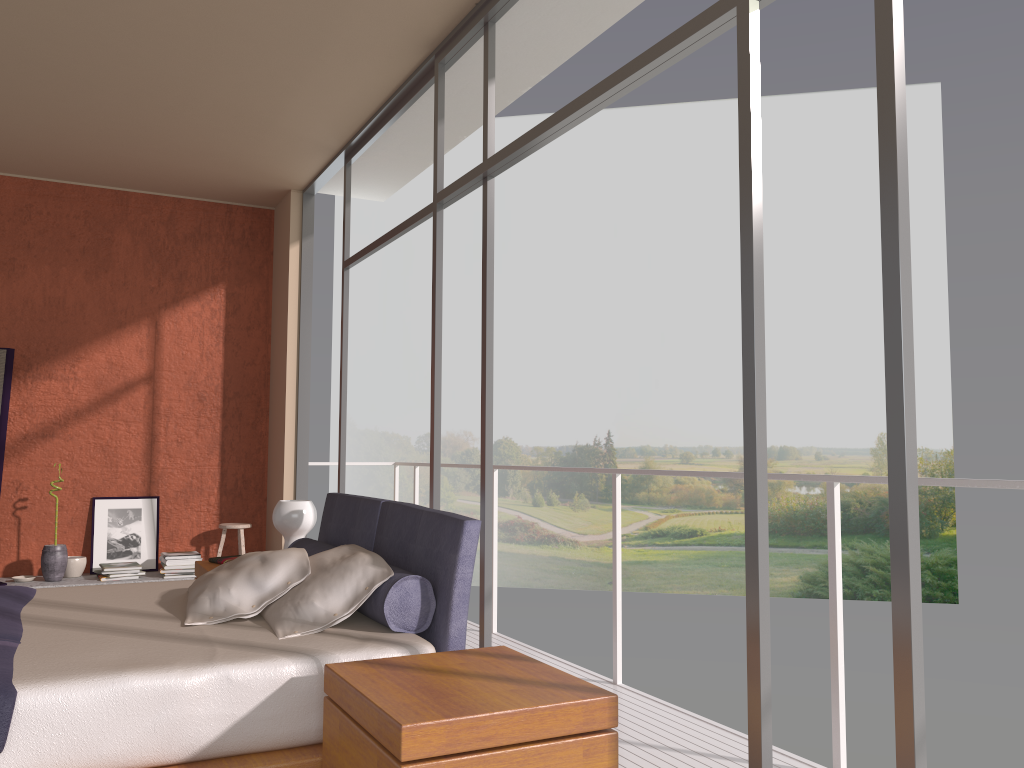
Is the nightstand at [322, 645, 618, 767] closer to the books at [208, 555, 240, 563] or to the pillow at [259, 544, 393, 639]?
the pillow at [259, 544, 393, 639]

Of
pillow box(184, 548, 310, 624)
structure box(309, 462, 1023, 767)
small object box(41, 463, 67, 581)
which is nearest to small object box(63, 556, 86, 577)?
small object box(41, 463, 67, 581)

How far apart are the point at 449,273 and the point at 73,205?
17.9m

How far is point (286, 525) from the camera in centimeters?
448cm

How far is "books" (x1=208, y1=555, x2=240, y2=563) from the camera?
4.66m

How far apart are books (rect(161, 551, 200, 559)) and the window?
1.40m

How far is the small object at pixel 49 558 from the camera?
6.01m

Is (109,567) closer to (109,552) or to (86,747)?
(109,552)

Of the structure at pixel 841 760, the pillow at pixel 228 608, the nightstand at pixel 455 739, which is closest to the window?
the nightstand at pixel 455 739

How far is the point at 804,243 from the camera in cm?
2232
